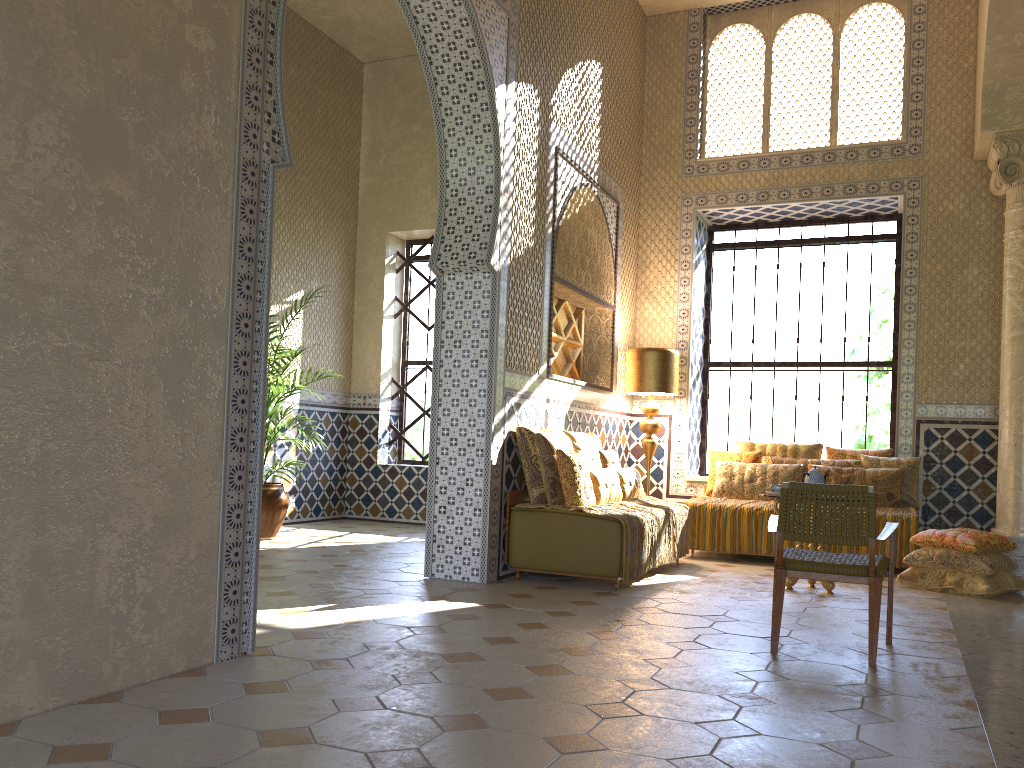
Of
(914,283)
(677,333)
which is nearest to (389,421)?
(677,333)

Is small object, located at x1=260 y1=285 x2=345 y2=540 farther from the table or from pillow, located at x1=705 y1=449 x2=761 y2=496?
the table

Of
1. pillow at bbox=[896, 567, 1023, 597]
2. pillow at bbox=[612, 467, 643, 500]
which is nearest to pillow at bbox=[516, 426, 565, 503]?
pillow at bbox=[612, 467, 643, 500]

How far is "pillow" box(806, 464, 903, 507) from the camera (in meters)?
11.12

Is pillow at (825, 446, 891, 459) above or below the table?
above

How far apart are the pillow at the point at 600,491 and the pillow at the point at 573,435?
0.6 meters

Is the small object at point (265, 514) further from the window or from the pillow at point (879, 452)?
the pillow at point (879, 452)

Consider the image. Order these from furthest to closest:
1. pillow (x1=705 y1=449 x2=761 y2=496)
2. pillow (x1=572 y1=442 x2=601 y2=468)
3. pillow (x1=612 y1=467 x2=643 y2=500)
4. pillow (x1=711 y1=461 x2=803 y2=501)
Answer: pillow (x1=705 y1=449 x2=761 y2=496)
pillow (x1=711 y1=461 x2=803 y2=501)
pillow (x1=612 y1=467 x2=643 y2=500)
pillow (x1=572 y1=442 x2=601 y2=468)

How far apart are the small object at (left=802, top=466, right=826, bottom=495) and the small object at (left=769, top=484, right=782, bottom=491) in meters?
→ 0.3

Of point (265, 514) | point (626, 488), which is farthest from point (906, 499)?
point (265, 514)
